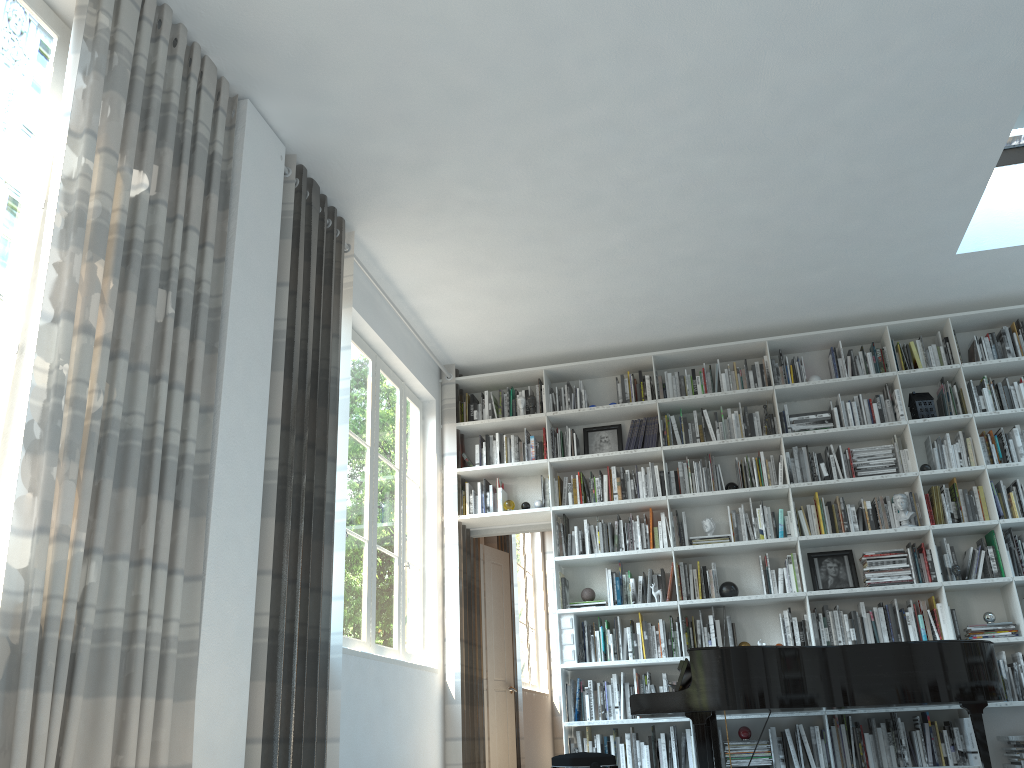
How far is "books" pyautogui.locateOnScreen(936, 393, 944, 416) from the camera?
6.3 meters

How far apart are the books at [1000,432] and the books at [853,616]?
1.6 meters

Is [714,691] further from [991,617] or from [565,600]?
[991,617]

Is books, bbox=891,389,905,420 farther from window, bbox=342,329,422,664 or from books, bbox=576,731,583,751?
window, bbox=342,329,422,664

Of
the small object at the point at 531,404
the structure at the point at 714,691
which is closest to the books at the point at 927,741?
the structure at the point at 714,691

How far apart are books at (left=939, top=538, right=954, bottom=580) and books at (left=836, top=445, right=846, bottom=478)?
0.8 meters

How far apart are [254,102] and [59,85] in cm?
110

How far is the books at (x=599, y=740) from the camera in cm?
591

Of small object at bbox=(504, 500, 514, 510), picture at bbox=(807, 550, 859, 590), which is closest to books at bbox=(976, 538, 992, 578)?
picture at bbox=(807, 550, 859, 590)

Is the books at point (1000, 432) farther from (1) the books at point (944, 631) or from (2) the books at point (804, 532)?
(2) the books at point (804, 532)
